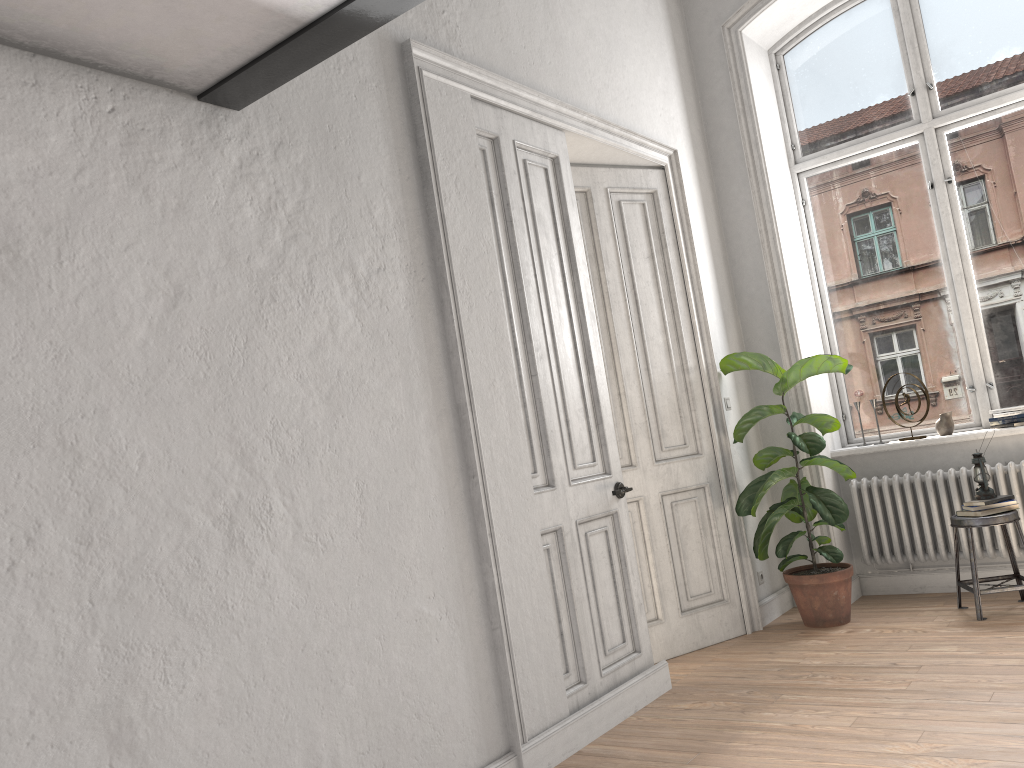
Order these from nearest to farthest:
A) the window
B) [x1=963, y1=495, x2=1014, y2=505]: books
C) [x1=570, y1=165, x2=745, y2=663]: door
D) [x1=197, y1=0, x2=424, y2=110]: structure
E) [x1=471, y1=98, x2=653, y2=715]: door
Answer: [x1=197, y1=0, x2=424, y2=110]: structure
[x1=471, y1=98, x2=653, y2=715]: door
[x1=963, y1=495, x2=1014, y2=505]: books
[x1=570, y1=165, x2=745, y2=663]: door
the window

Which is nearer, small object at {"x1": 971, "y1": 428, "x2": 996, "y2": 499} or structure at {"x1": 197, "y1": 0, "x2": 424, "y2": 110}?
structure at {"x1": 197, "y1": 0, "x2": 424, "y2": 110}

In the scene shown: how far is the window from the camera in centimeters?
538cm

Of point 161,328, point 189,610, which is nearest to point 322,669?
point 189,610

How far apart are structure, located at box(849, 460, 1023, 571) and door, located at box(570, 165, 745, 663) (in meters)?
0.97

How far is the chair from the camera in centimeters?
465cm

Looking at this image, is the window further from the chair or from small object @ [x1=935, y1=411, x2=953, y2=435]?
the chair

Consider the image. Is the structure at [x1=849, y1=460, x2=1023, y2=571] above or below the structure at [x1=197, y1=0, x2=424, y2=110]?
below

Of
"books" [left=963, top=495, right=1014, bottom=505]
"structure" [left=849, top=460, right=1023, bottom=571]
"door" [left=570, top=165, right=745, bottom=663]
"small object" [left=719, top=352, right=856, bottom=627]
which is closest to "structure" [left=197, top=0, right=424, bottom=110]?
"door" [left=570, top=165, right=745, bottom=663]

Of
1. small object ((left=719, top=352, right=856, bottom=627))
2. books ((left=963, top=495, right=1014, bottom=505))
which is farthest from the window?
books ((left=963, top=495, right=1014, bottom=505))
